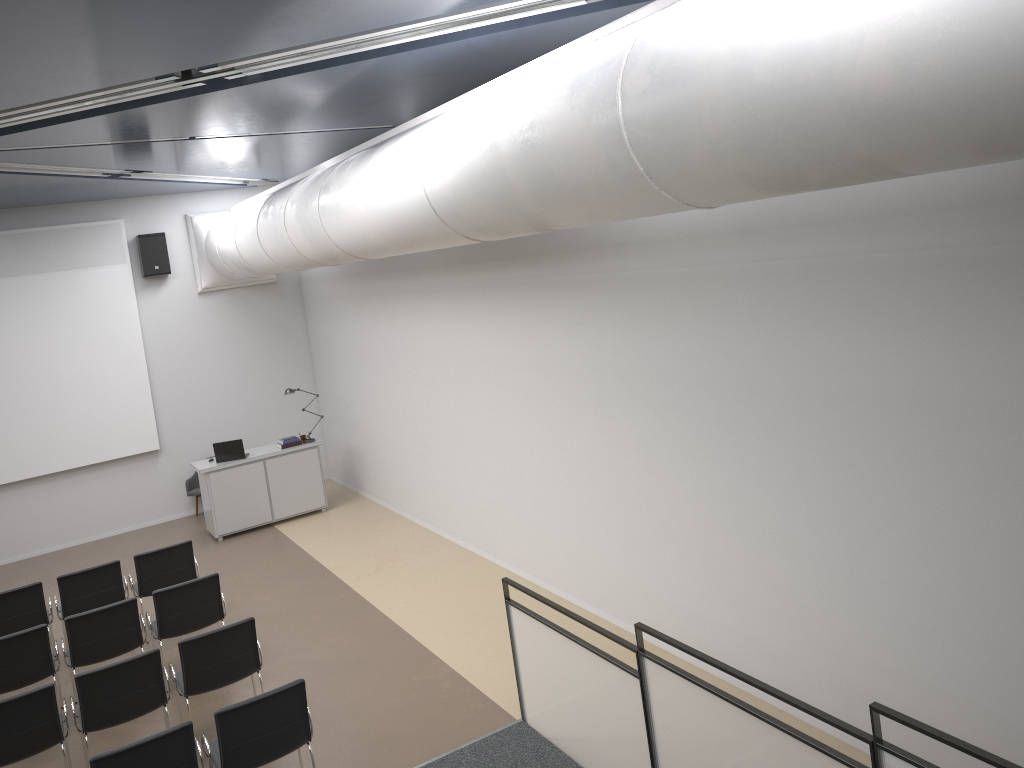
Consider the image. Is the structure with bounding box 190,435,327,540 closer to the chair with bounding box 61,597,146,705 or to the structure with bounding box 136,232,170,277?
the structure with bounding box 136,232,170,277

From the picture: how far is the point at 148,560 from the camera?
8.85m

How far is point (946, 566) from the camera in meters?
4.8

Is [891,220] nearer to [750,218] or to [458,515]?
[750,218]

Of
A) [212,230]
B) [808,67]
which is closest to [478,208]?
[808,67]

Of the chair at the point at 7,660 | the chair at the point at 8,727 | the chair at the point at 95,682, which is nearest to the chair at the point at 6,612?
the chair at the point at 7,660

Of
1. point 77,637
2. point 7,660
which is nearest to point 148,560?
point 77,637

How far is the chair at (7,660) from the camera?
7.1 meters

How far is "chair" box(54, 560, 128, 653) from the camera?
8.5m

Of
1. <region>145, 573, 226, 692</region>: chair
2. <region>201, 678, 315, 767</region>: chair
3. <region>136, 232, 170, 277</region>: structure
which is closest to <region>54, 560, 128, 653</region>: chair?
<region>145, 573, 226, 692</region>: chair
